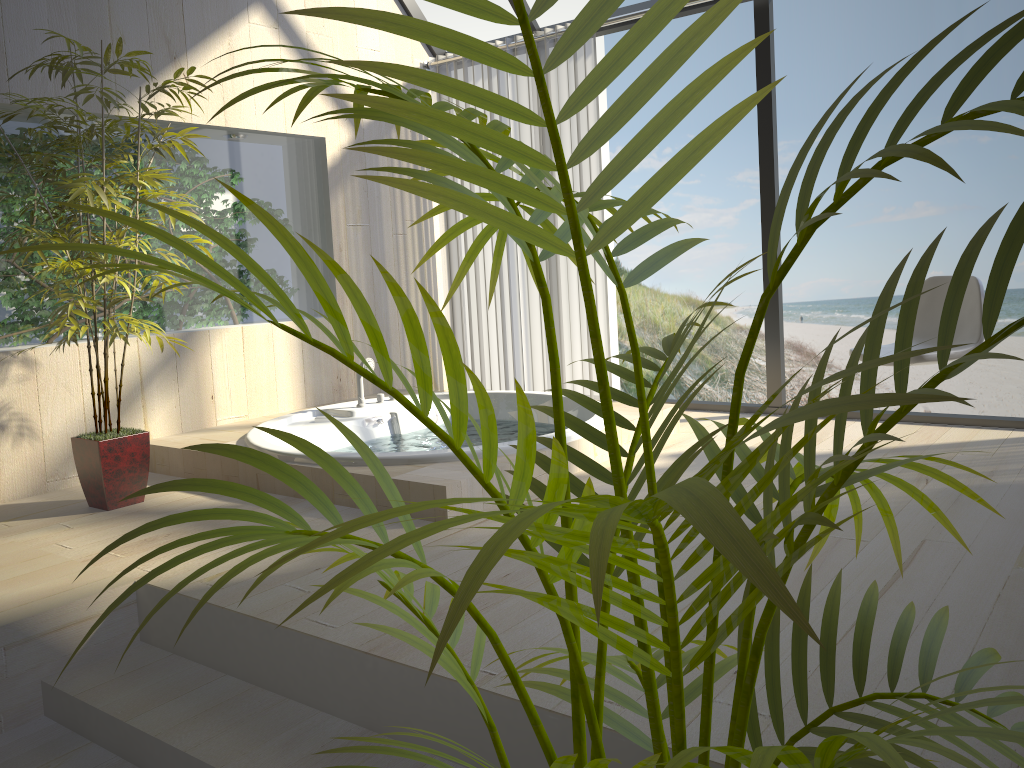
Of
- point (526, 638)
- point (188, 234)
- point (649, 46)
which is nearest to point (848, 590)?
point (526, 638)

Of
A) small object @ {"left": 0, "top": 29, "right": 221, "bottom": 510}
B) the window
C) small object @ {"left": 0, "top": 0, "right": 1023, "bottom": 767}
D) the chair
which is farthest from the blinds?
small object @ {"left": 0, "top": 0, "right": 1023, "bottom": 767}

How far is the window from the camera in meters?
4.0

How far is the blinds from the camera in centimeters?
477cm

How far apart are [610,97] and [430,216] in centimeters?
1353cm

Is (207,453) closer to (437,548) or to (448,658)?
(437,548)

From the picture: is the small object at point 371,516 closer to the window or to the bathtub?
the bathtub

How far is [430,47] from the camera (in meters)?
5.32

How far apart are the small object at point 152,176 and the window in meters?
2.2 m

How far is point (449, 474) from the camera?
3.00m
